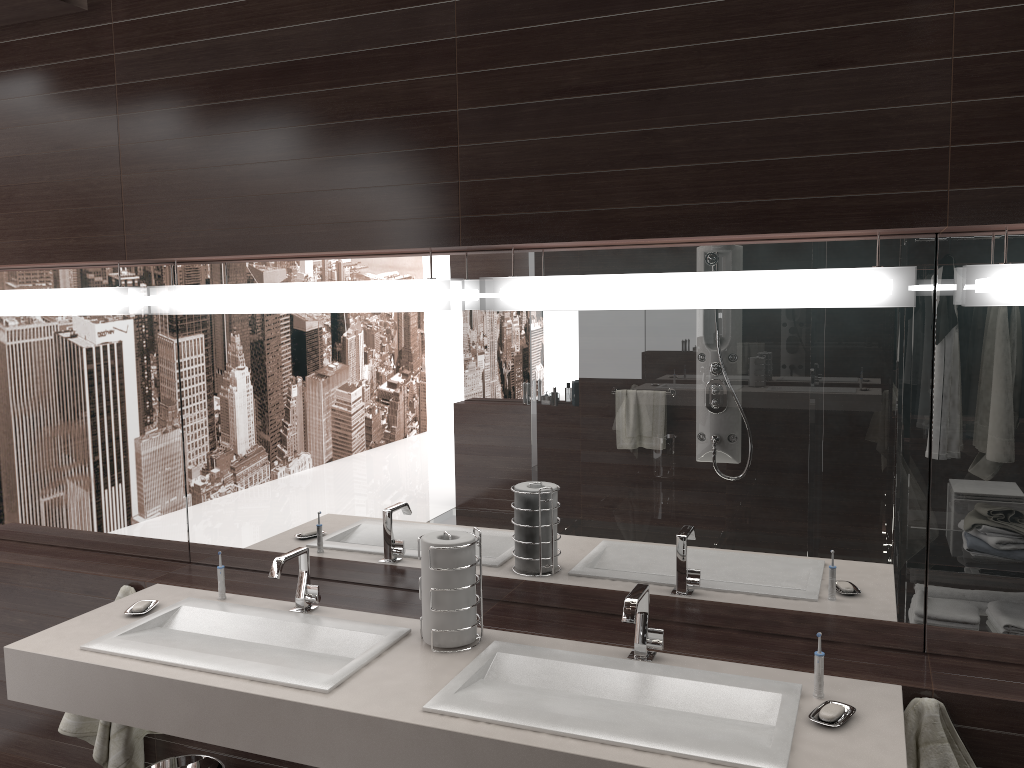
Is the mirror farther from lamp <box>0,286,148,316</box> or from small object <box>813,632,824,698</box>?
small object <box>813,632,824,698</box>

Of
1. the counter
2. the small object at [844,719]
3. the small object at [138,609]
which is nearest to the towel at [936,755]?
the counter

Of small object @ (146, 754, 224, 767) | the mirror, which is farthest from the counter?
small object @ (146, 754, 224, 767)

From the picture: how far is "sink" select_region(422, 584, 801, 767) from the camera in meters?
1.6 m

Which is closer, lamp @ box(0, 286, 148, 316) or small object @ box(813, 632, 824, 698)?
small object @ box(813, 632, 824, 698)

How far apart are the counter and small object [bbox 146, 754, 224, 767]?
0.4 meters

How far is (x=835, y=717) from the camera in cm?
164

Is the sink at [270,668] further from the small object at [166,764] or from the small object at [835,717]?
the small object at [835,717]

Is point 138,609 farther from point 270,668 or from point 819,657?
point 819,657

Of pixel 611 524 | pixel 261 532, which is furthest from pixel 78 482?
pixel 611 524
